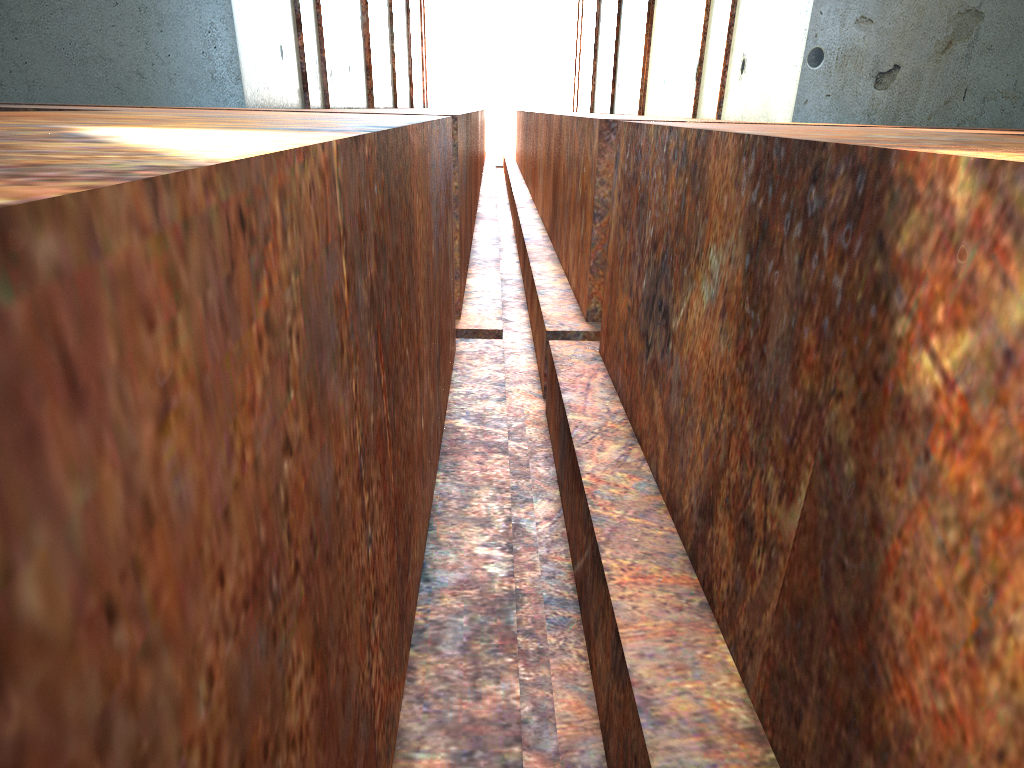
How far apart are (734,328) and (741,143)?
0.6m
